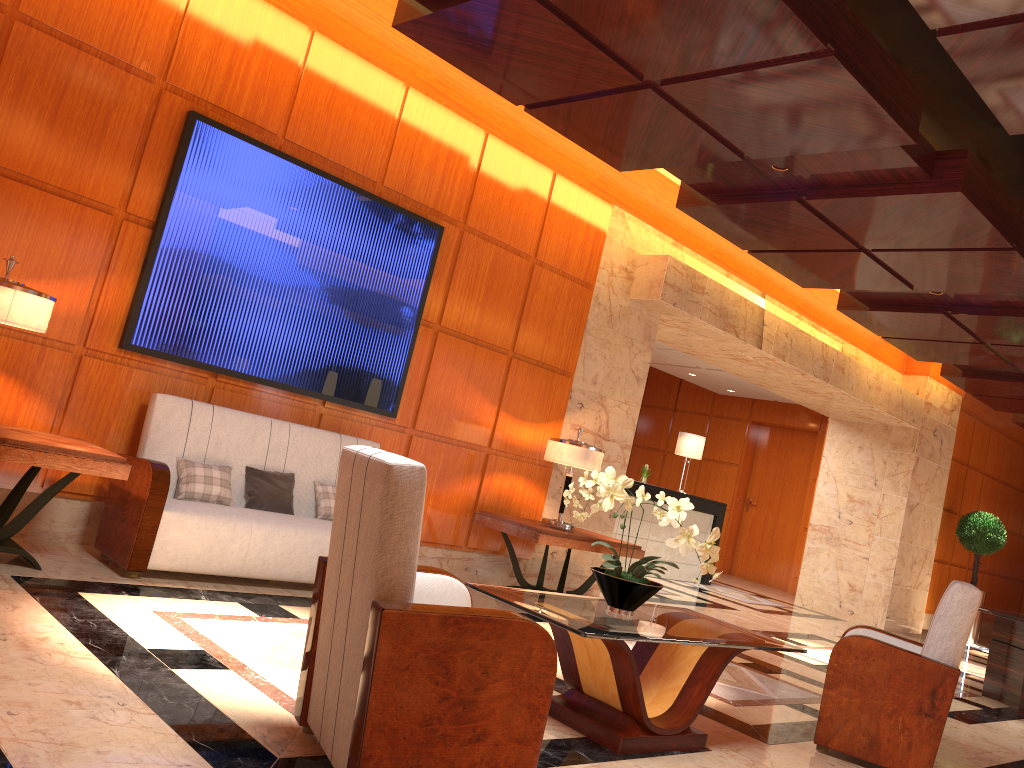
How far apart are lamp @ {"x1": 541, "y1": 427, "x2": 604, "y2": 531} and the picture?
1.3m

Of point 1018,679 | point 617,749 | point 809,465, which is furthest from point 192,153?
point 809,465

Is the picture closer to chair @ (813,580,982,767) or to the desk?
chair @ (813,580,982,767)

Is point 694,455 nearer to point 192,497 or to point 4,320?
point 192,497

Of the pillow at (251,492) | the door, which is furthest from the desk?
the pillow at (251,492)

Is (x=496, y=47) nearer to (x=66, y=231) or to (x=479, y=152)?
(x=479, y=152)

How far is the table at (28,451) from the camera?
4.0 meters

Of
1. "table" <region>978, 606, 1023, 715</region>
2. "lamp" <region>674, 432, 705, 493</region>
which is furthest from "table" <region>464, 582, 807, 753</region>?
"lamp" <region>674, 432, 705, 493</region>

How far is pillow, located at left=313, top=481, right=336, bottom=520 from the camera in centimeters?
555cm

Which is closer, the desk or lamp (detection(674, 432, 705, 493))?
the desk
